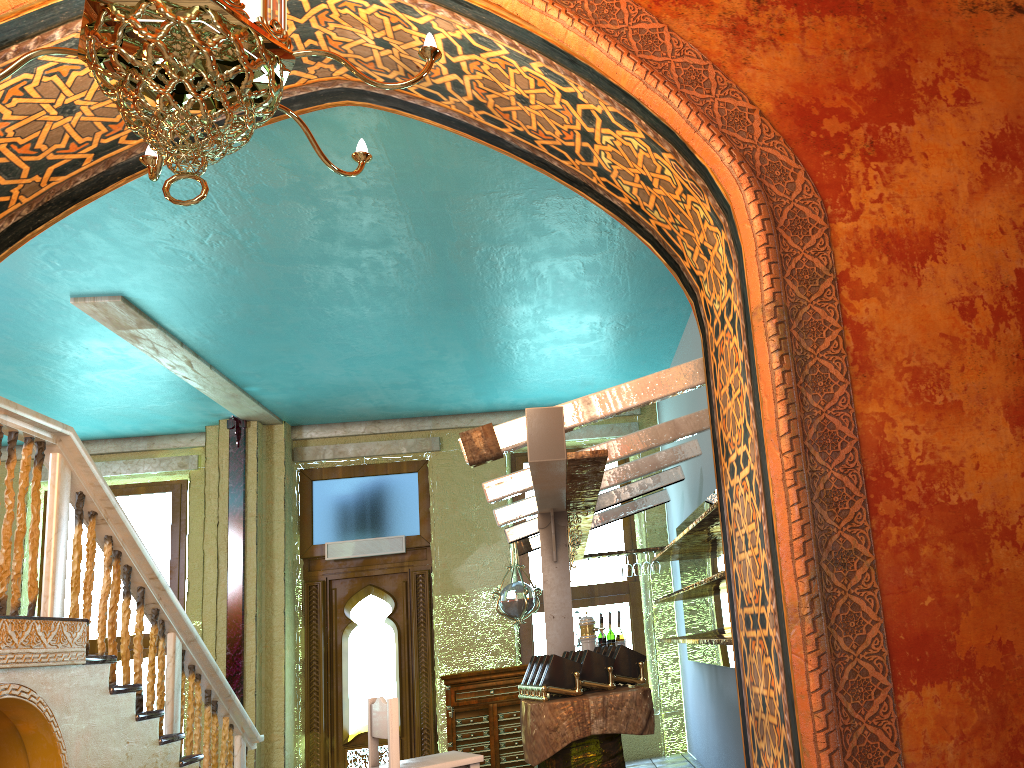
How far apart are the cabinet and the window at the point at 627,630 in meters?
0.7

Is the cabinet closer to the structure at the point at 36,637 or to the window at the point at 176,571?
the structure at the point at 36,637

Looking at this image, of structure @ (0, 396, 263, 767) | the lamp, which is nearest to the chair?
structure @ (0, 396, 263, 767)

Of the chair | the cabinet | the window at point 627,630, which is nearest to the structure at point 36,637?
the chair

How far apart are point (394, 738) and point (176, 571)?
7.2m

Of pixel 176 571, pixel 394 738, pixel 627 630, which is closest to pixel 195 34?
pixel 394 738

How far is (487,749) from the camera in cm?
957

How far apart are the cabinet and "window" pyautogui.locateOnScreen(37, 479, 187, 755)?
3.51m

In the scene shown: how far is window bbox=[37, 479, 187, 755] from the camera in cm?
1089

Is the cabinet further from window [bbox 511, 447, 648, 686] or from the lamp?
the lamp
